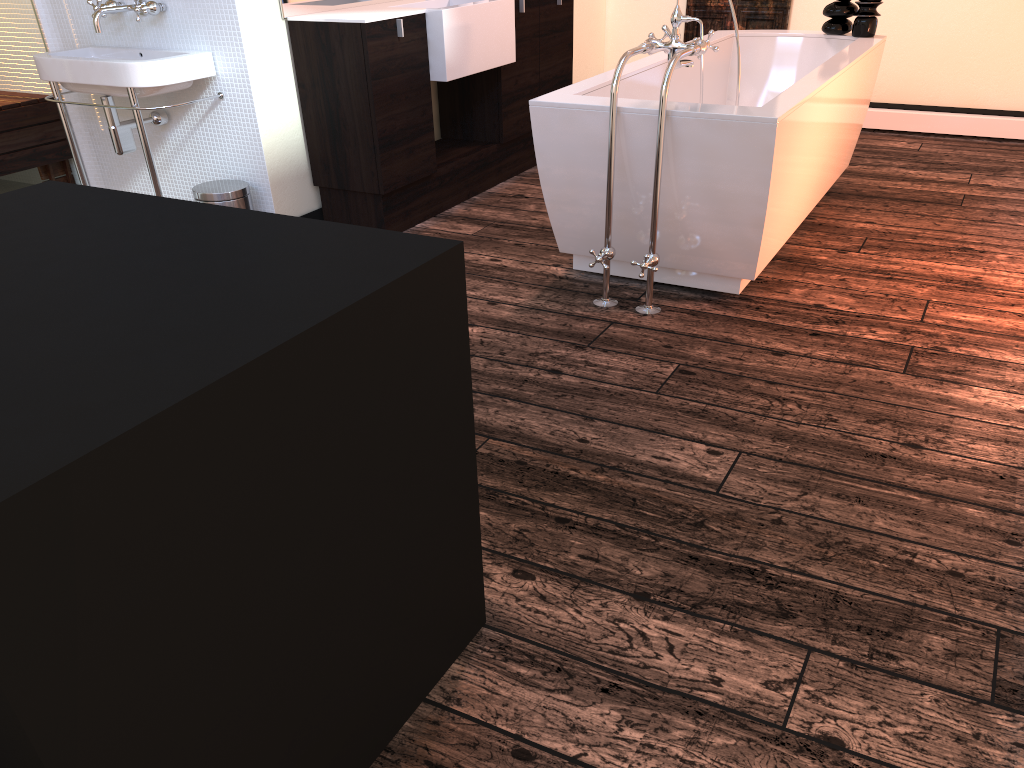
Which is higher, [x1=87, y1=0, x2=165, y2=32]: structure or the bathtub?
[x1=87, y1=0, x2=165, y2=32]: structure

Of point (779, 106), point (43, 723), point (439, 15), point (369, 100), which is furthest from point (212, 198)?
point (43, 723)

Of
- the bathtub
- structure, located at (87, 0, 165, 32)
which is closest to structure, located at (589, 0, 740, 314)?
the bathtub

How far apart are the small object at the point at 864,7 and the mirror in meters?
2.2

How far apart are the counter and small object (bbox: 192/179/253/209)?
0.7 meters

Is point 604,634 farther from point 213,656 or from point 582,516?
point 213,656

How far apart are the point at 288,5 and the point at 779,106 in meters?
2.0 m

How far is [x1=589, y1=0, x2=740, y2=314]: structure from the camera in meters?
2.7

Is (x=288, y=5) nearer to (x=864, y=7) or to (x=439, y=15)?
(x=439, y=15)

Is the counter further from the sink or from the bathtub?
the bathtub
